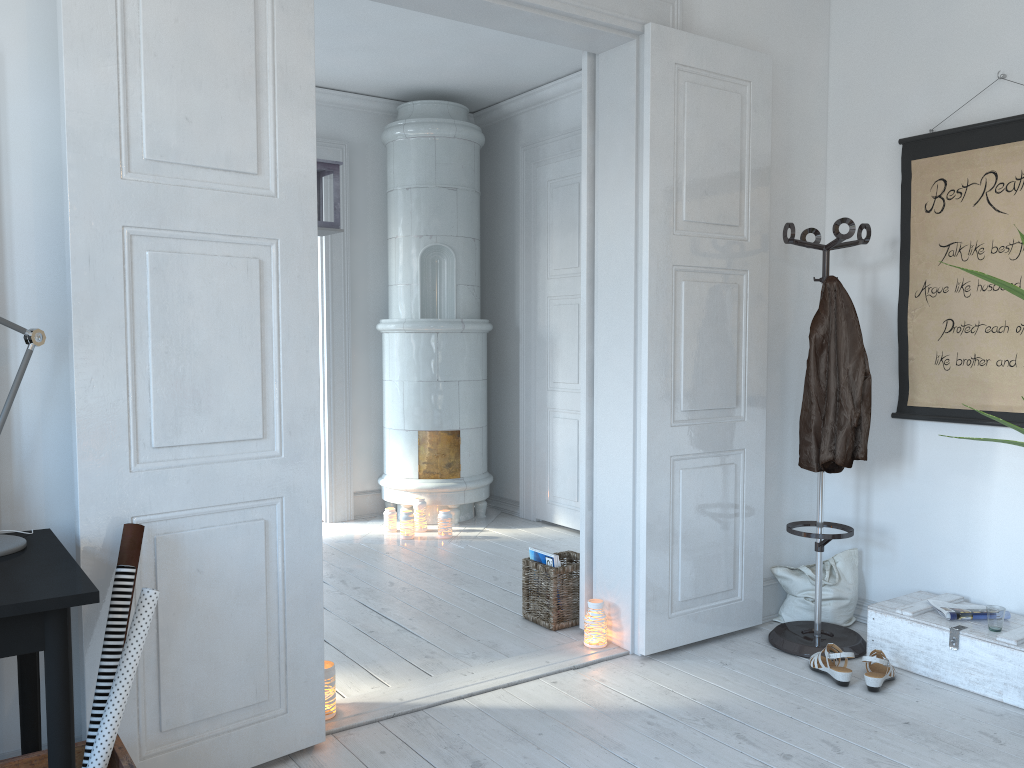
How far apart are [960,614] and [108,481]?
2.8 meters

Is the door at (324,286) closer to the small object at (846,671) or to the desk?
the small object at (846,671)

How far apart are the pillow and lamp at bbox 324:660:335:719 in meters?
2.0

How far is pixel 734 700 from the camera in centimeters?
297cm

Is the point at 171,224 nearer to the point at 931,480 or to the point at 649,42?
the point at 649,42

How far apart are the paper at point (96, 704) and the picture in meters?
2.9 m

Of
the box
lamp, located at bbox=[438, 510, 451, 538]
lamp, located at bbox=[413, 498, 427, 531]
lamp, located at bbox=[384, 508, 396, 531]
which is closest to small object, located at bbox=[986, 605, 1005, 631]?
the box

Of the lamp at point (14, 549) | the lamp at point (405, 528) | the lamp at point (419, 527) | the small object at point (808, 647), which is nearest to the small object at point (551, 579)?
the small object at point (808, 647)

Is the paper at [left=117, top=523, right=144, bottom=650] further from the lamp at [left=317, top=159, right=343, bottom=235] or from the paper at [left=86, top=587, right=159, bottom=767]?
the lamp at [left=317, top=159, right=343, bottom=235]

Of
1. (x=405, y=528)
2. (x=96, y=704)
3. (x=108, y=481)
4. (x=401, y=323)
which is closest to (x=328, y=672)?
(x=96, y=704)
